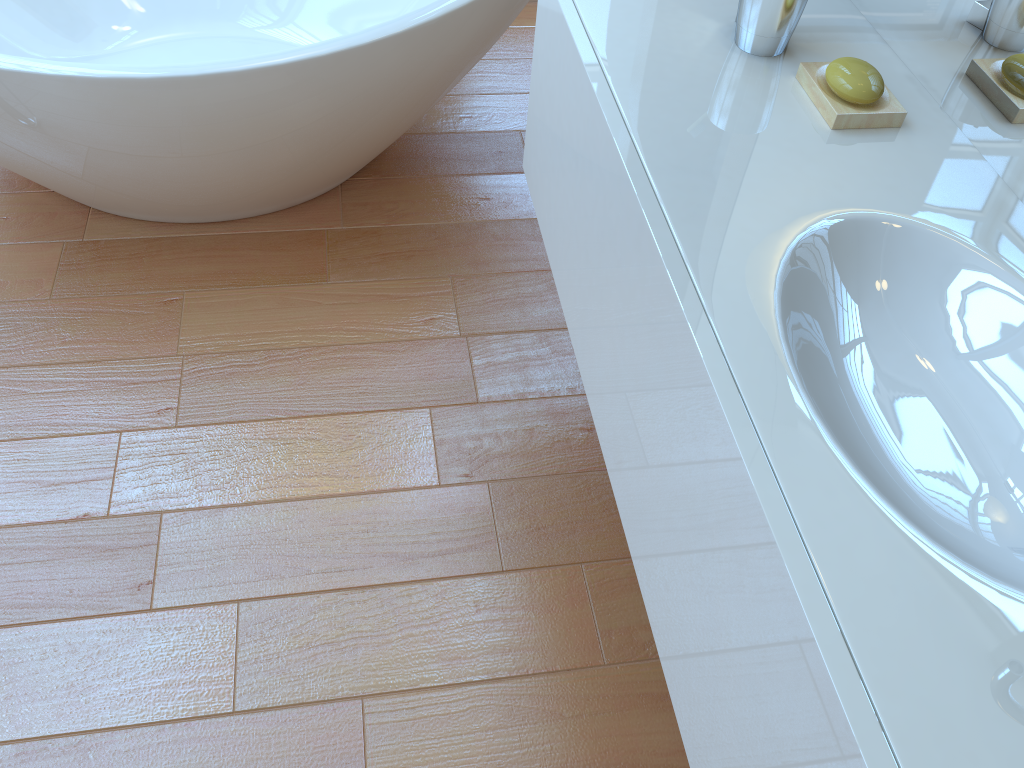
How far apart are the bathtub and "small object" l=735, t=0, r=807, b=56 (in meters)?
0.71

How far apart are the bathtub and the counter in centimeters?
35cm

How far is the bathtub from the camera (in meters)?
1.61

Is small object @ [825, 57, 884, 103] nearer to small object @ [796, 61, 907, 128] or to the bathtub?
small object @ [796, 61, 907, 128]

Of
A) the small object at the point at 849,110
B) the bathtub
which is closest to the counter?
the small object at the point at 849,110

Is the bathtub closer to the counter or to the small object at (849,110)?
the counter

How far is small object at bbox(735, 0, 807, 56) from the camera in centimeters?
115cm

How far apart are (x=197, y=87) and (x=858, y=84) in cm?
114

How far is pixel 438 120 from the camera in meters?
2.4 m

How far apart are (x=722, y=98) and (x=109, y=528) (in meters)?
1.19
